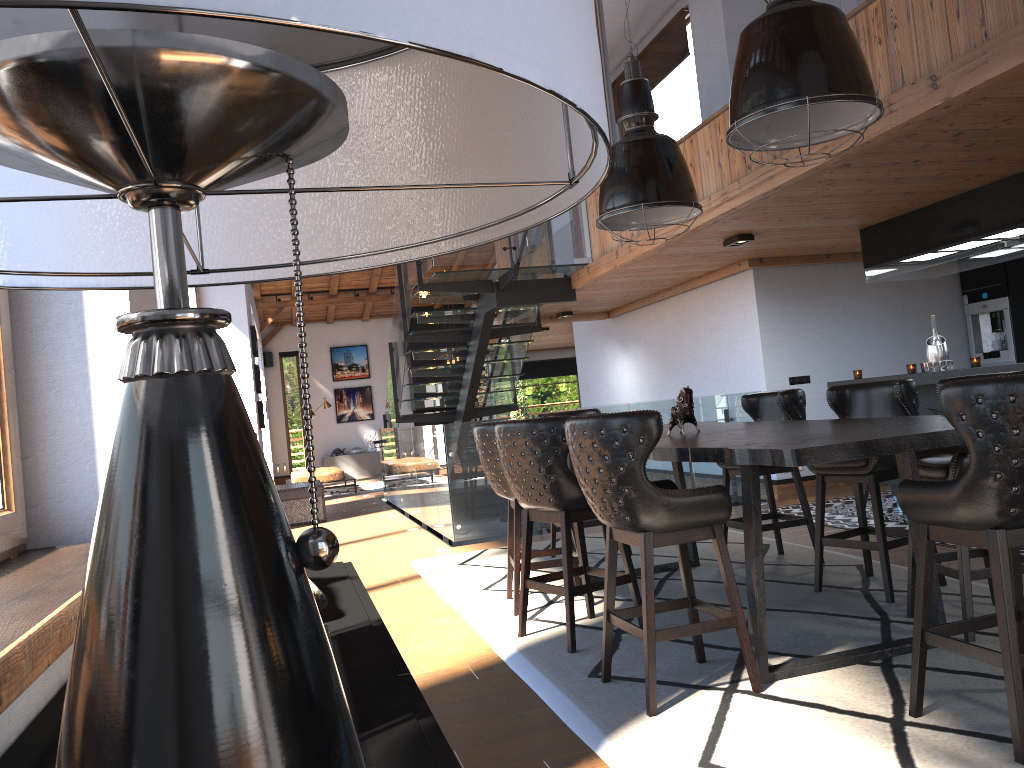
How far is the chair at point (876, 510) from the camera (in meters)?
4.36

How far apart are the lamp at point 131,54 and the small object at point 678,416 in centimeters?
393cm

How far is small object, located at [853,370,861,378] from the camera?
7.9m

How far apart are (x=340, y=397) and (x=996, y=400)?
19.43m

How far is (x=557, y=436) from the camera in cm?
405

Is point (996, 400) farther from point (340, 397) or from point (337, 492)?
point (340, 397)

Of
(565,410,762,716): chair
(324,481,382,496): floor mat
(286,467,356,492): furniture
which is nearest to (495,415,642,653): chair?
(565,410,762,716): chair

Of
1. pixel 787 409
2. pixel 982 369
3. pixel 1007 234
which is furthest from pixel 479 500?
pixel 1007 234

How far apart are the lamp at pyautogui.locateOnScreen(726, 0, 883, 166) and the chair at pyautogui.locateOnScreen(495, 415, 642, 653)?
1.4m

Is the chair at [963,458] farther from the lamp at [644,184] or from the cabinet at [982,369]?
the cabinet at [982,369]
